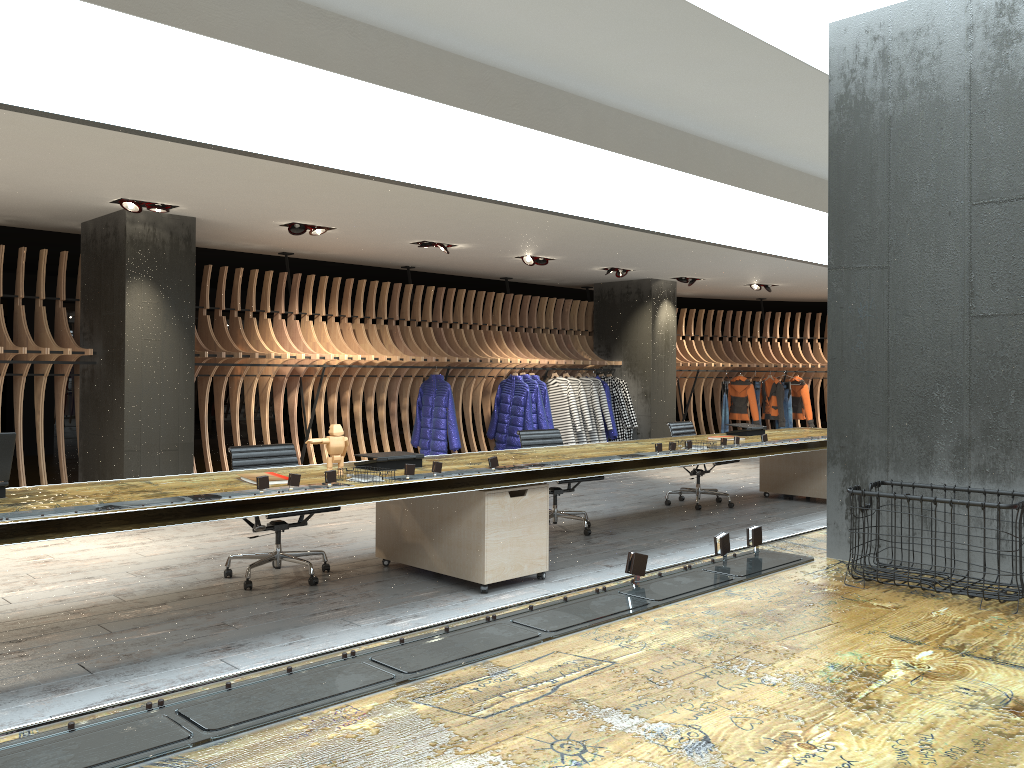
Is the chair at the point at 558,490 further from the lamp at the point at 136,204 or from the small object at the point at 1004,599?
the small object at the point at 1004,599

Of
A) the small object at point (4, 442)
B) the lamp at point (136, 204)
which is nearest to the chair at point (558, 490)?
the lamp at point (136, 204)

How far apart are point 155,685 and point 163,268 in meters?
5.0 m

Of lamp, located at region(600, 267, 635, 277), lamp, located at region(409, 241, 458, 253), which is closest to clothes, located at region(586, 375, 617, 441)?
lamp, located at region(600, 267, 635, 277)

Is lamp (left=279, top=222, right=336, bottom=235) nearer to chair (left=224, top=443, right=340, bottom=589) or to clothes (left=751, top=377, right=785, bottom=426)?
chair (left=224, top=443, right=340, bottom=589)

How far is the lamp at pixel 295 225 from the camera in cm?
852

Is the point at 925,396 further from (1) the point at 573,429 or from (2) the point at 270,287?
(1) the point at 573,429

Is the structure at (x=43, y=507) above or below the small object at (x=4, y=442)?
below

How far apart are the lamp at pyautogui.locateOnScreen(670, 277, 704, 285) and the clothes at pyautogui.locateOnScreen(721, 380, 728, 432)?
2.5 meters

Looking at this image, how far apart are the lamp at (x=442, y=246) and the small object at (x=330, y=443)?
4.9 meters
